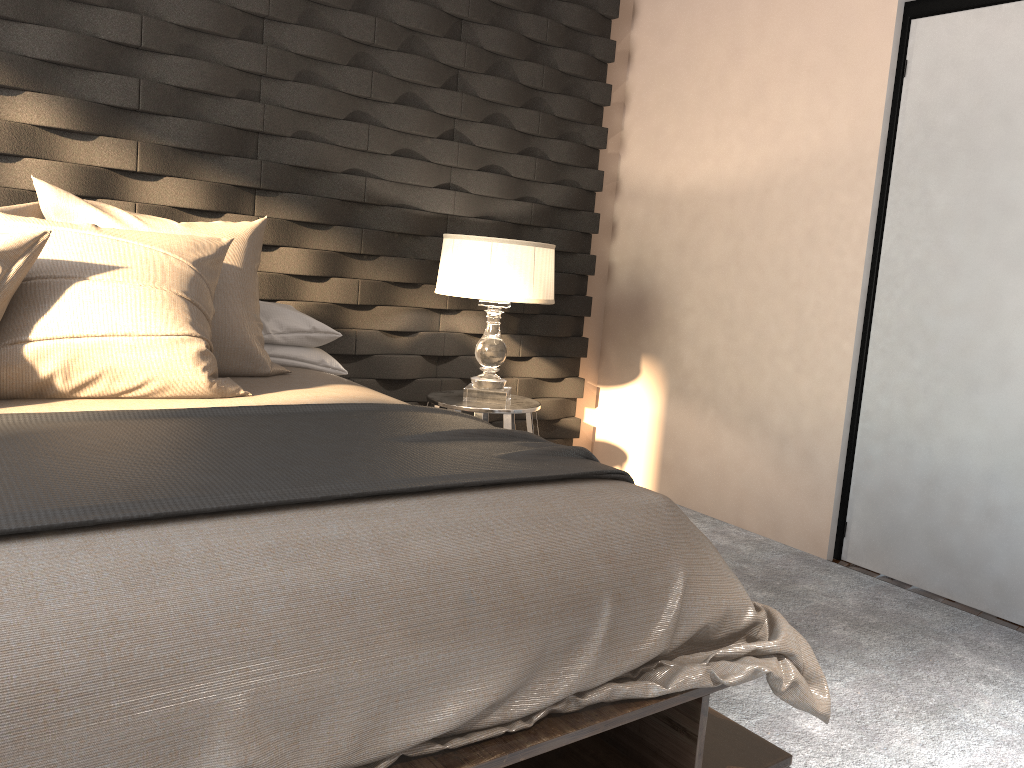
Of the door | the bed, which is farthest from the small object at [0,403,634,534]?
the door

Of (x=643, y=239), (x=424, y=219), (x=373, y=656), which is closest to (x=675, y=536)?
(x=373, y=656)

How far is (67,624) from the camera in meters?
1.1 m

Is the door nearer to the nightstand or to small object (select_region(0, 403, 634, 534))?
the nightstand

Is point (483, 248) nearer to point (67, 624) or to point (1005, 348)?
point (1005, 348)

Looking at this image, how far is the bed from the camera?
1.1 meters

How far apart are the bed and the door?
1.36m

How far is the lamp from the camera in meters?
3.2 m

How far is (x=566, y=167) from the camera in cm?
406

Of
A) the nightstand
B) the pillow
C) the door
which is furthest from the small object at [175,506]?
the door
